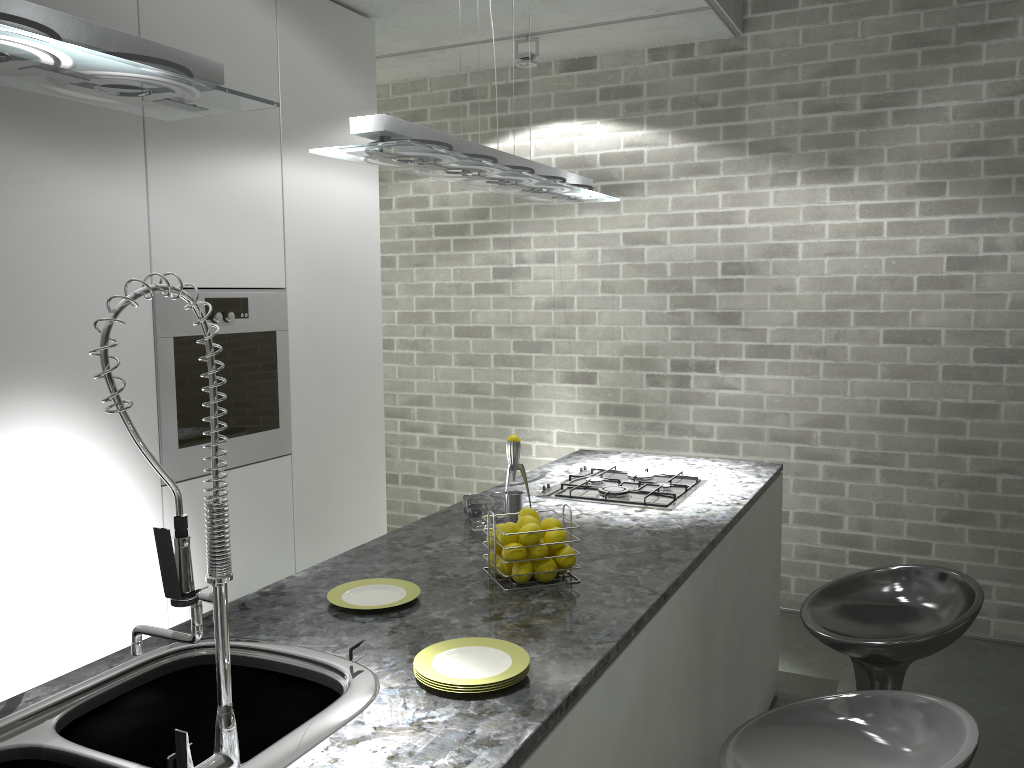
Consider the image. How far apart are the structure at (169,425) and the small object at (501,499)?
1.19m

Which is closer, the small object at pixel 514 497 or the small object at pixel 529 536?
the small object at pixel 529 536

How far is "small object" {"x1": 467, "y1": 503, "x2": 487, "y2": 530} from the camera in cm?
266

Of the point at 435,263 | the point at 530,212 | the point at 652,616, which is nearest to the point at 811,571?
the point at 530,212

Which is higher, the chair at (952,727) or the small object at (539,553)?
the small object at (539,553)

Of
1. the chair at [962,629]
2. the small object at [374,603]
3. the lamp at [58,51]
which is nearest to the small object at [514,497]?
the small object at [374,603]

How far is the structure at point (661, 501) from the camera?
2.99m

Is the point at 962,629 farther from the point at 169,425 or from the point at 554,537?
the point at 169,425

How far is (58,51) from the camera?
1.3m

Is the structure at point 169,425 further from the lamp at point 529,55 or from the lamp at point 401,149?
the lamp at point 529,55
